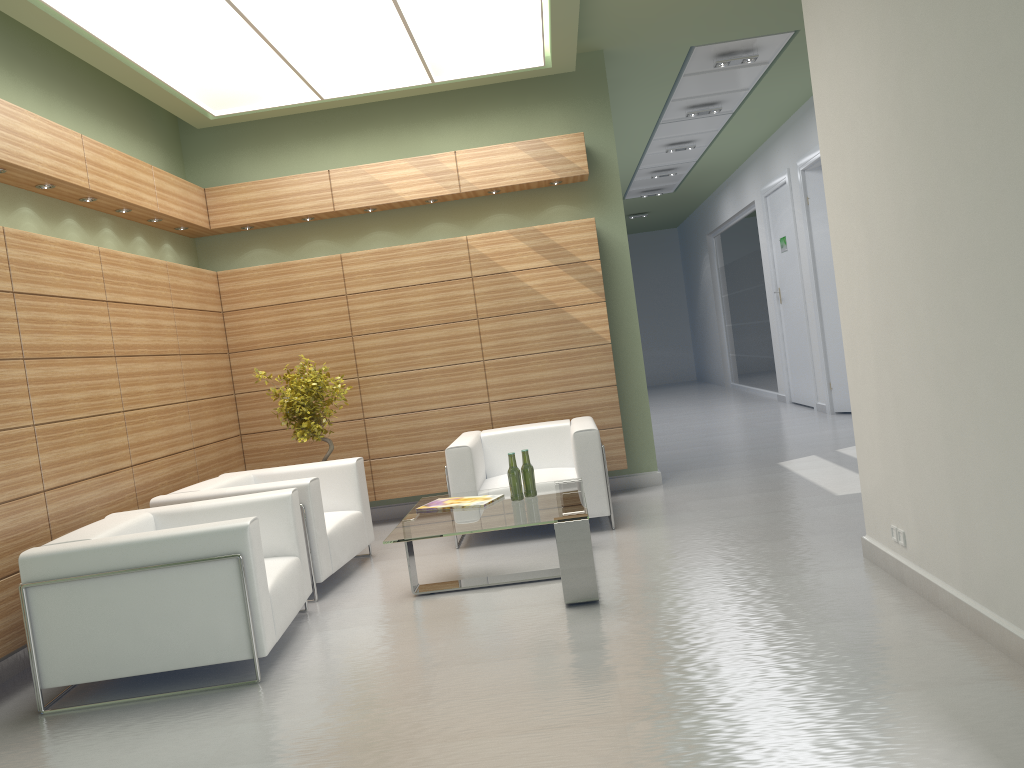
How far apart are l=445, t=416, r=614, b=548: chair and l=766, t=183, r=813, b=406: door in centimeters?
1051cm

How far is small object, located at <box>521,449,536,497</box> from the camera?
8.8 meters

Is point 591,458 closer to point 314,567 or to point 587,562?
point 587,562

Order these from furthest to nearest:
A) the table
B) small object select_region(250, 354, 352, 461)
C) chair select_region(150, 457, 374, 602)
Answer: small object select_region(250, 354, 352, 461)
chair select_region(150, 457, 374, 602)
the table

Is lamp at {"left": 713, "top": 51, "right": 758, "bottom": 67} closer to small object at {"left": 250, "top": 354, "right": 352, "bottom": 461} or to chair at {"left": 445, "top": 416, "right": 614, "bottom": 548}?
chair at {"left": 445, "top": 416, "right": 614, "bottom": 548}

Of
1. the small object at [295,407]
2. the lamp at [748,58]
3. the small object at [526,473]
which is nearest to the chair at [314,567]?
the small object at [295,407]

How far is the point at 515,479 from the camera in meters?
8.7 m

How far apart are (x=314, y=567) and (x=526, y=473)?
2.34m

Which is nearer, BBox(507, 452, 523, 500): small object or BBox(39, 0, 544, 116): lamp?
BBox(507, 452, 523, 500): small object

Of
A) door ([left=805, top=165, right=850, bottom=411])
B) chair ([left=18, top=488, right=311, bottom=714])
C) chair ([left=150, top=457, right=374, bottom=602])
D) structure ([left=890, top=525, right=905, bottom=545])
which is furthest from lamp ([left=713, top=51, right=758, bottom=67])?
chair ([left=18, top=488, right=311, bottom=714])
